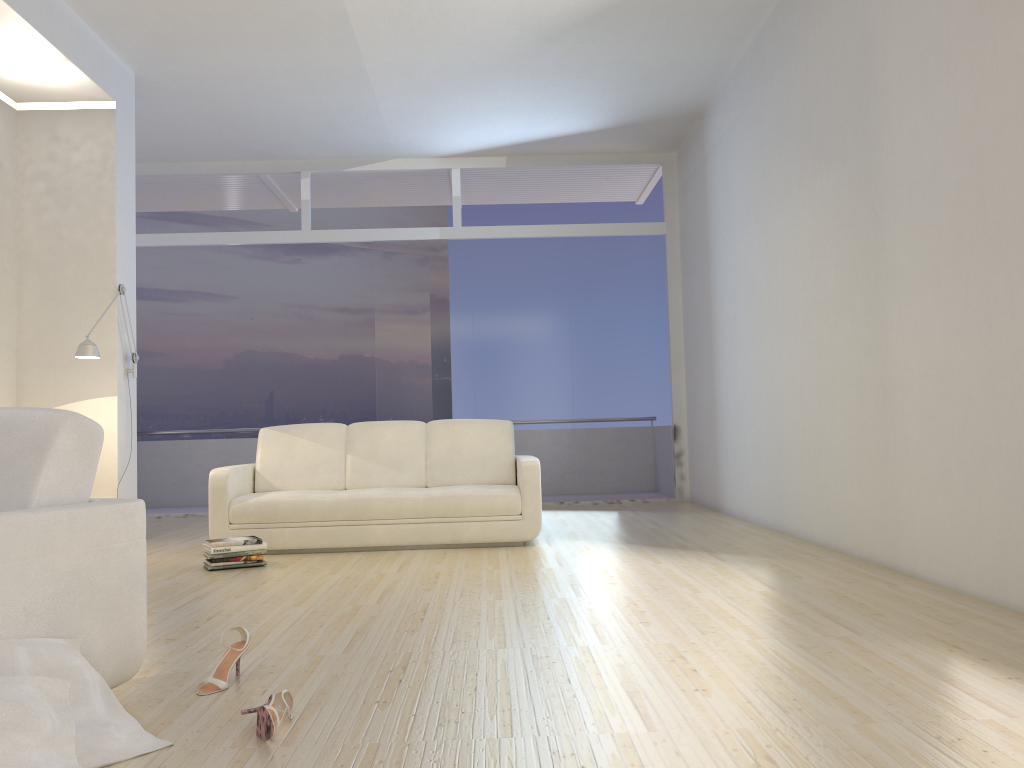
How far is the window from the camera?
9.0m

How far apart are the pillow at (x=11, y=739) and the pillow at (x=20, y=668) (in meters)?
0.10

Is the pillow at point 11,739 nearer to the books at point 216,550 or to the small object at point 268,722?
the small object at point 268,722

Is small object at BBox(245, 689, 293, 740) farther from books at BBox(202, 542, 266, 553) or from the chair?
books at BBox(202, 542, 266, 553)

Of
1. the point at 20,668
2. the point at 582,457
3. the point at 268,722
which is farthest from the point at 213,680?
the point at 582,457

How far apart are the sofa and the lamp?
1.1 meters

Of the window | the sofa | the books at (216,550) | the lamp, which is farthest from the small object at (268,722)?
Answer: the window

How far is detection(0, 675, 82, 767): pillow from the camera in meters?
1.8

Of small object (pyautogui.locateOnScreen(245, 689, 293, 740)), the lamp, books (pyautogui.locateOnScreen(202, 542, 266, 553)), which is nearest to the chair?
small object (pyautogui.locateOnScreen(245, 689, 293, 740))

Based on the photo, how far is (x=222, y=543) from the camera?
5.12m
